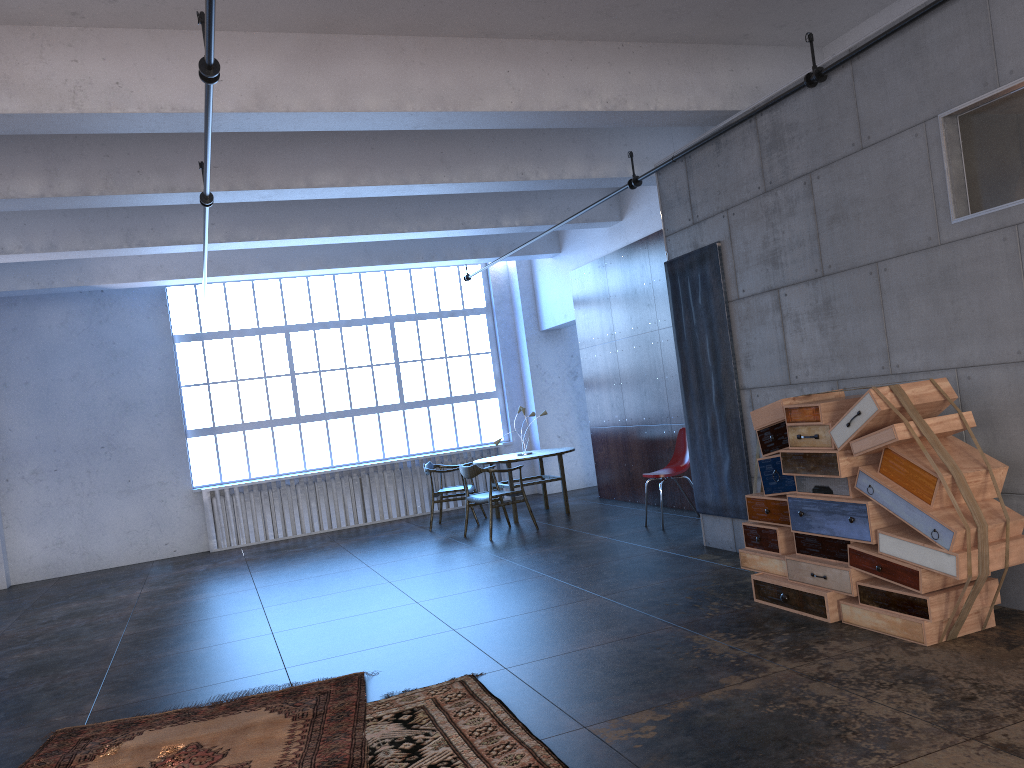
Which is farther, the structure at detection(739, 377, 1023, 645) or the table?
the table

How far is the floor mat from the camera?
4.02m

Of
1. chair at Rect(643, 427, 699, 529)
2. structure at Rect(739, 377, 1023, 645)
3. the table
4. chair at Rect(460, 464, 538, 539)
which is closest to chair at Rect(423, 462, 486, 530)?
the table

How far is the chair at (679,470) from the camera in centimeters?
897cm

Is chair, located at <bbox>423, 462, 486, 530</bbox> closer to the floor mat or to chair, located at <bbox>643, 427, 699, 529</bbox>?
chair, located at <bbox>643, 427, 699, 529</bbox>

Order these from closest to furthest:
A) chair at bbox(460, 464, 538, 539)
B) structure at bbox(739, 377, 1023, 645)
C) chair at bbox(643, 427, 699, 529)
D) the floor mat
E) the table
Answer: the floor mat, structure at bbox(739, 377, 1023, 645), chair at bbox(643, 427, 699, 529), chair at bbox(460, 464, 538, 539), the table

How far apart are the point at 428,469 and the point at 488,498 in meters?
1.6 m

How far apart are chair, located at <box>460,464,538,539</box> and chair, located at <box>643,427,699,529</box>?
1.83m

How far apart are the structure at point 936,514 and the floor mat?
2.5m

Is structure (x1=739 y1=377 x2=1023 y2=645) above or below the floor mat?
above
